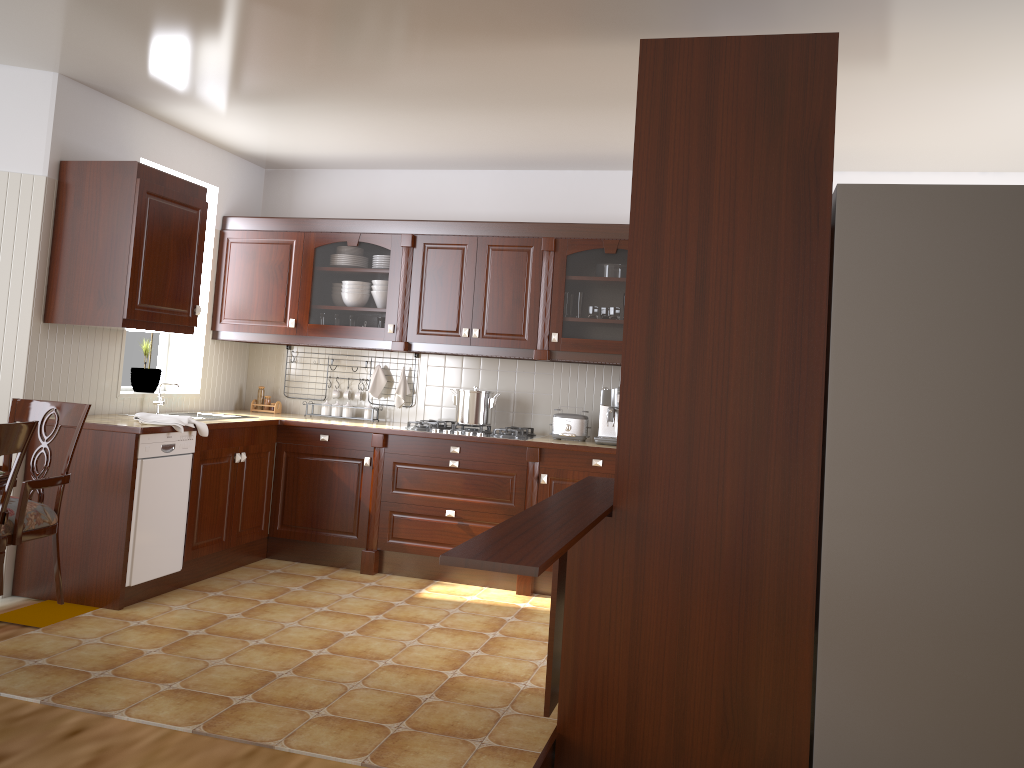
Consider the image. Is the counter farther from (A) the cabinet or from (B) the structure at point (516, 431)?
(A) the cabinet

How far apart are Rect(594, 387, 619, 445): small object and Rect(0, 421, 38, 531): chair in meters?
3.0

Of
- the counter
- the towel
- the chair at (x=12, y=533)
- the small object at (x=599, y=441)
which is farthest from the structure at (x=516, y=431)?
the chair at (x=12, y=533)

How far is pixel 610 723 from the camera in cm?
258

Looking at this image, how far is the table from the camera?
2.7m

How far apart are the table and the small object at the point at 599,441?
3.0m

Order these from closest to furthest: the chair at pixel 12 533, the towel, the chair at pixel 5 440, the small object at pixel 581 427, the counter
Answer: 1. the chair at pixel 5 440
2. the chair at pixel 12 533
3. the counter
4. the towel
5. the small object at pixel 581 427

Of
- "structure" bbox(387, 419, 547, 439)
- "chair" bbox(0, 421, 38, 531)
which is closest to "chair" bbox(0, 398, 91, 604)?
"chair" bbox(0, 421, 38, 531)

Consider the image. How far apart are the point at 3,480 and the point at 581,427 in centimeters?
303cm

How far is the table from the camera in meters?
2.7 m
